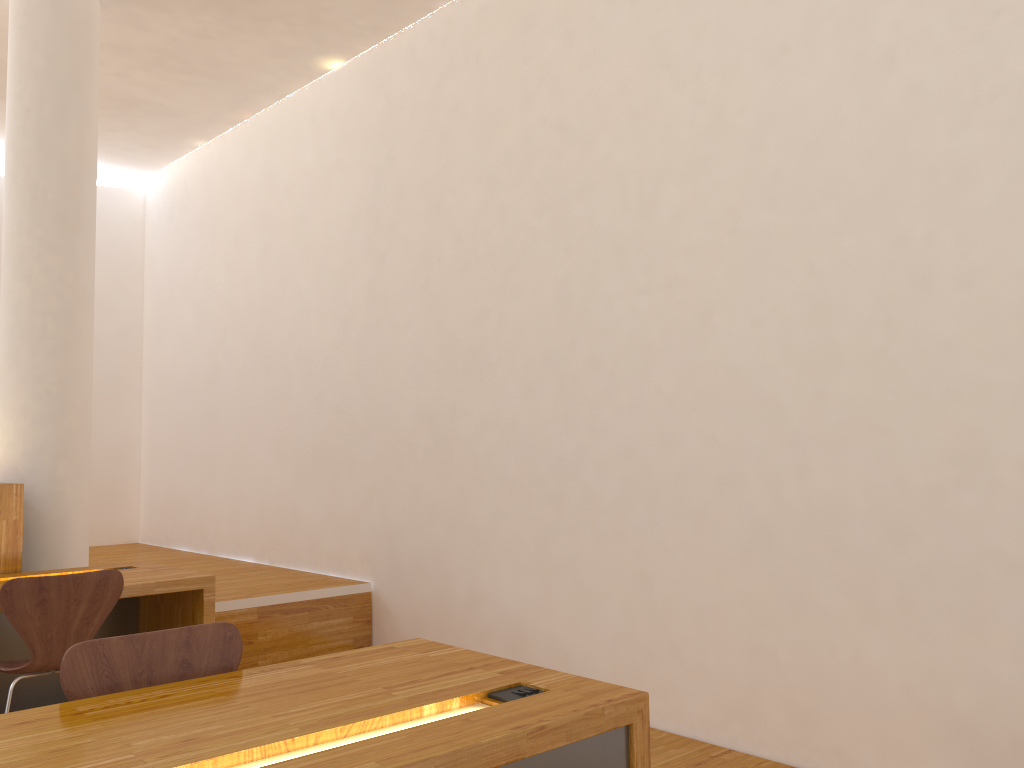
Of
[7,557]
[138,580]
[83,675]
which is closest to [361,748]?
[83,675]

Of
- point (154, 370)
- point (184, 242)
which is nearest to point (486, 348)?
point (184, 242)

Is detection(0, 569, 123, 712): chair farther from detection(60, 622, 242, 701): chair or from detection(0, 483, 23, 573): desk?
detection(60, 622, 242, 701): chair

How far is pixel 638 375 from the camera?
3.6 meters

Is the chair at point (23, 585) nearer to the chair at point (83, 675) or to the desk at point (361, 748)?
the chair at point (83, 675)

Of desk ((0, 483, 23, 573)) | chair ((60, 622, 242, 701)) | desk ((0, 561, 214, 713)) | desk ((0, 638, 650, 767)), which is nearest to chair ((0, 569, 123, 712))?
desk ((0, 561, 214, 713))

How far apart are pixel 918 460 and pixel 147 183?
7.2m

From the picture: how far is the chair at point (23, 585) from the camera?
2.9 meters

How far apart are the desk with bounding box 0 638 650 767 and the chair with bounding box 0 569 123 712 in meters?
1.4

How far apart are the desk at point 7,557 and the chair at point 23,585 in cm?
83
